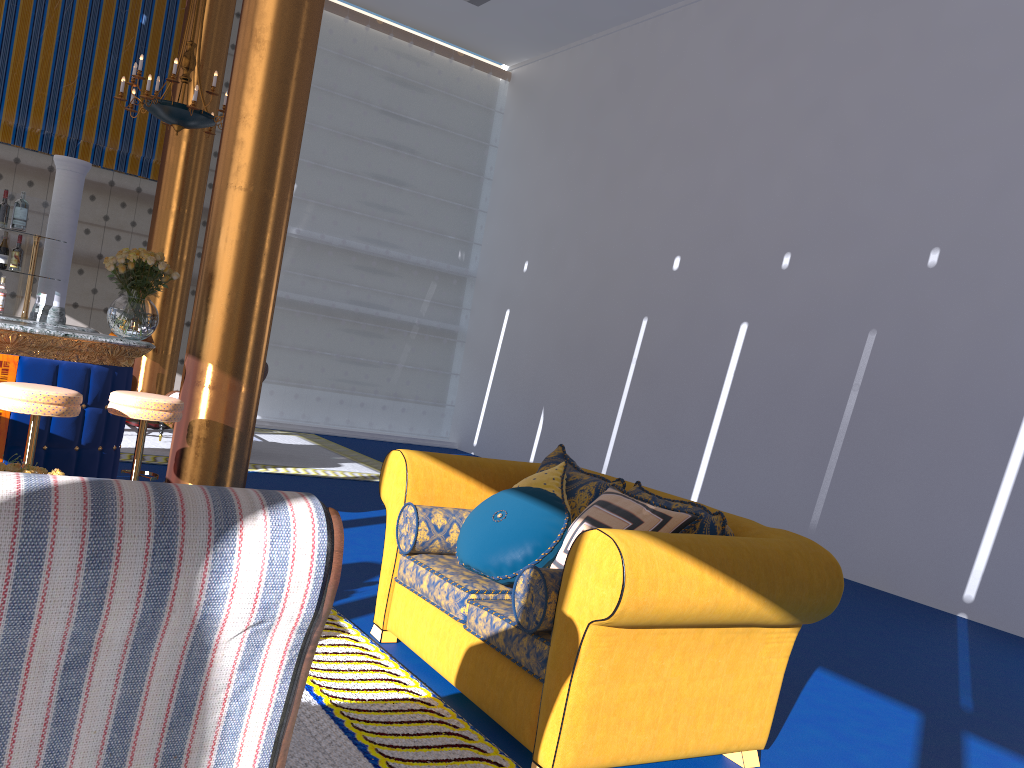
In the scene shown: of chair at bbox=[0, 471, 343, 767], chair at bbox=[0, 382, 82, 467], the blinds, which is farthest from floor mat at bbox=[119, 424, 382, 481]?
chair at bbox=[0, 471, 343, 767]

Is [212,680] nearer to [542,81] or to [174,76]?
[174,76]

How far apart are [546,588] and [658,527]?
0.5m

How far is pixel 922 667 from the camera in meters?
4.9 m

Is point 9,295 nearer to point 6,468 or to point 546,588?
point 6,468

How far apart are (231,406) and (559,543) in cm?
312

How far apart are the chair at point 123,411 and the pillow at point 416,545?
1.9m

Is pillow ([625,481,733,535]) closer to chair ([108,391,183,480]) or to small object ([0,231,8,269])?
chair ([108,391,183,480])

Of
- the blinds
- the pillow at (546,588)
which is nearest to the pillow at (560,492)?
the pillow at (546,588)

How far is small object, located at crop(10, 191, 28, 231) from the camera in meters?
5.8 m
